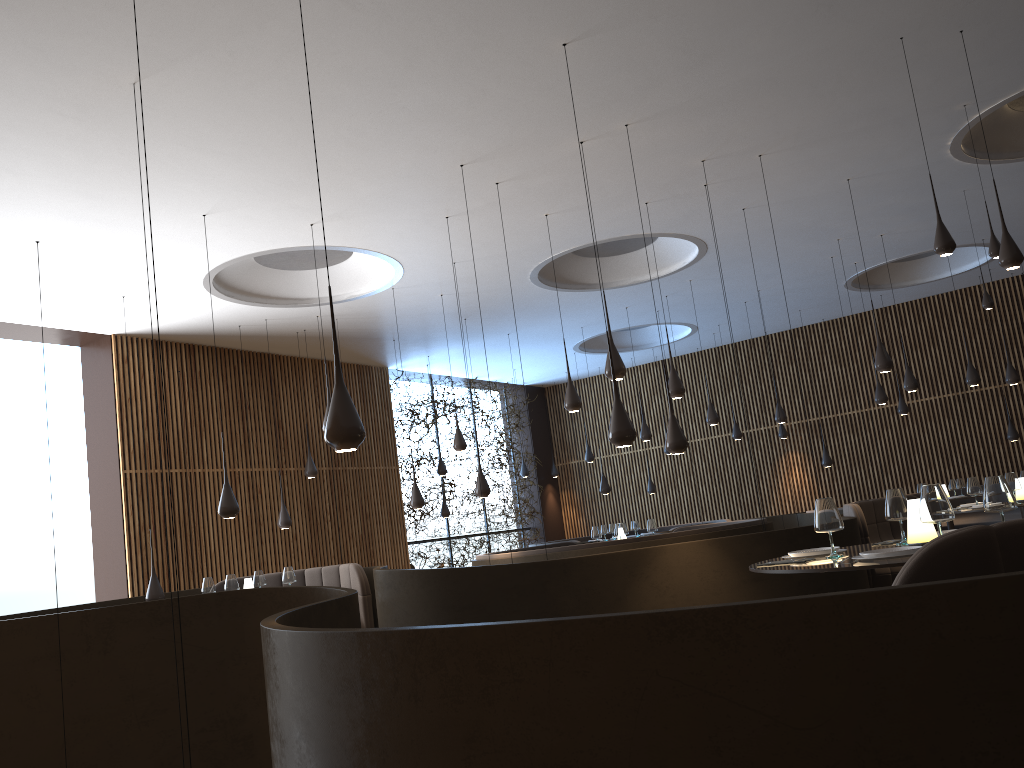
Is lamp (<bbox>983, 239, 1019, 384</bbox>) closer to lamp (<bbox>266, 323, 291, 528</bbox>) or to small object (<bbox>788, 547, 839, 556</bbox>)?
small object (<bbox>788, 547, 839, 556</bbox>)

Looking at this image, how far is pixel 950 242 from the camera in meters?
5.6 m

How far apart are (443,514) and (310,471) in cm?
406

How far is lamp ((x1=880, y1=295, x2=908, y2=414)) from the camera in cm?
1582

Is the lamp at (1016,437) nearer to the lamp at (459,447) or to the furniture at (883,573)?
the furniture at (883,573)

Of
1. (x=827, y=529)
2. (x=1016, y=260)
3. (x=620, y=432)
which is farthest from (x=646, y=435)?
(x=827, y=529)

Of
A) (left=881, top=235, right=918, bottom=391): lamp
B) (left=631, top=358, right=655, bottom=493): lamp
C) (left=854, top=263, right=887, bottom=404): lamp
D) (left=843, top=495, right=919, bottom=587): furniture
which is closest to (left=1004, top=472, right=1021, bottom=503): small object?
(left=843, top=495, right=919, bottom=587): furniture

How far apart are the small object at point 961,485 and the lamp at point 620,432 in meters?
10.5

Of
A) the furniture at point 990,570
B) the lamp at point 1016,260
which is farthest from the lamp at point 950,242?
the furniture at point 990,570

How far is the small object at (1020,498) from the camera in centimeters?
843cm
